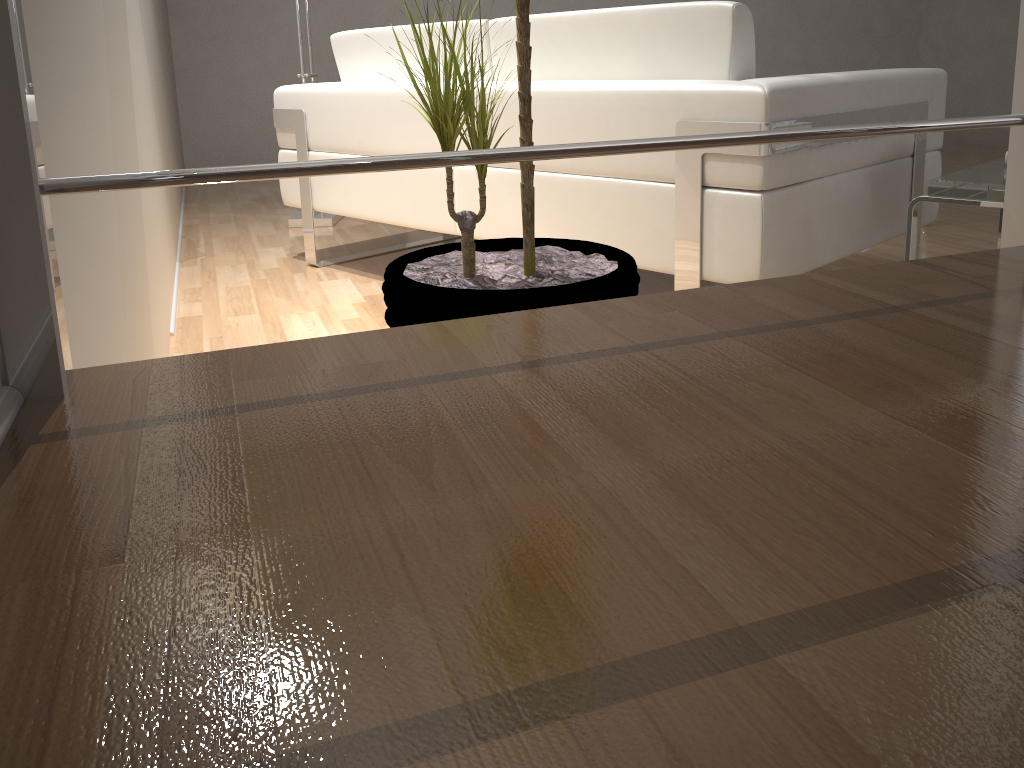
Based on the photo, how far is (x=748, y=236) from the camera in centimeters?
165cm

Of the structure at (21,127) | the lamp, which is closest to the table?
the structure at (21,127)

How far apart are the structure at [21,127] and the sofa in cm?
88

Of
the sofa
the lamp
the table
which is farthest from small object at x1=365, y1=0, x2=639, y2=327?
the lamp

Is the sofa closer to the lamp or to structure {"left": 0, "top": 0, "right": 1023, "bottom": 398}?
the lamp

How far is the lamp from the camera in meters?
3.5

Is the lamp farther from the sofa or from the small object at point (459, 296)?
the small object at point (459, 296)

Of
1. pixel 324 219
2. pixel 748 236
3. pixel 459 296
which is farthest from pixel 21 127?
pixel 324 219

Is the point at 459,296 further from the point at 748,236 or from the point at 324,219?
the point at 324,219

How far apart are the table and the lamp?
2.4 meters
